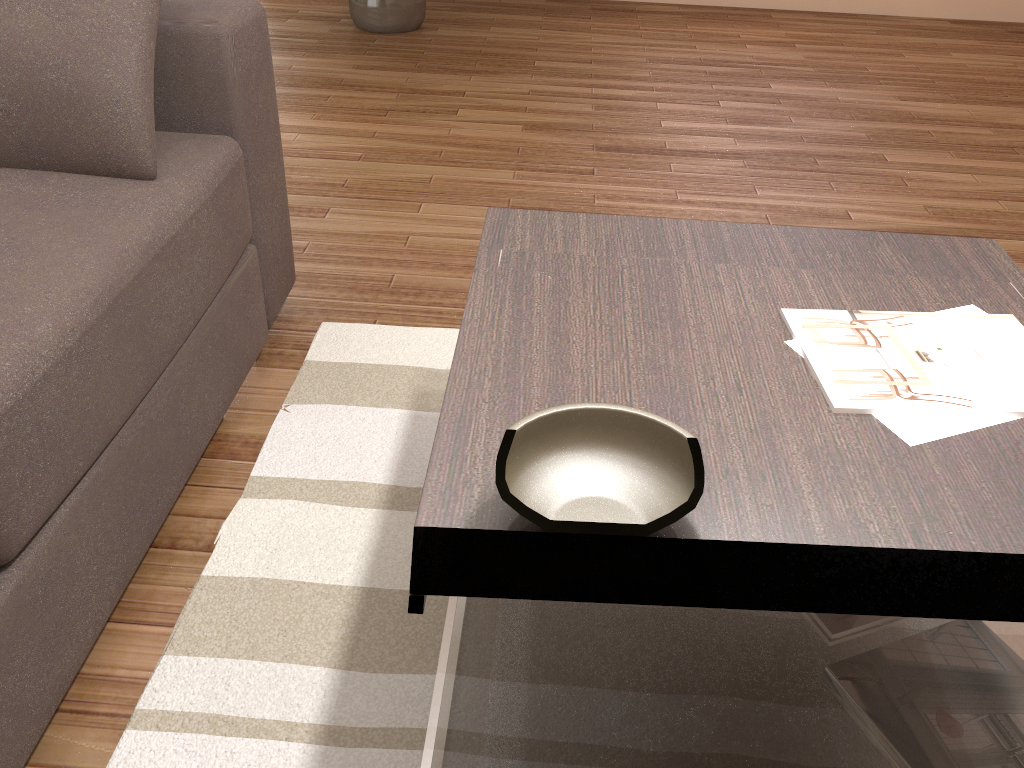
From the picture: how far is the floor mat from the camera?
1.3 meters

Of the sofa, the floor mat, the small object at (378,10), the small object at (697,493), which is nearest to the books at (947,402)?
the small object at (697,493)

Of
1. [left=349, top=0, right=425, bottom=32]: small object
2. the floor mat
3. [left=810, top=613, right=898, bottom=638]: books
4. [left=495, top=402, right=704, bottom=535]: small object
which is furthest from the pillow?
[left=349, top=0, right=425, bottom=32]: small object

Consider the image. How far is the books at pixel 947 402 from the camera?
1.1m

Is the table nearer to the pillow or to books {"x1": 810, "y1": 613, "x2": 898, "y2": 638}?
books {"x1": 810, "y1": 613, "x2": 898, "y2": 638}

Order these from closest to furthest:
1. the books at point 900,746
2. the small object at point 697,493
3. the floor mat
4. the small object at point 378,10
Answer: the small object at point 697,493 → the books at point 900,746 → the floor mat → the small object at point 378,10

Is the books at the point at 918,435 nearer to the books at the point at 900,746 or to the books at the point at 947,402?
the books at the point at 947,402

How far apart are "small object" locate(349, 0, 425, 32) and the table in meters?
3.7 m

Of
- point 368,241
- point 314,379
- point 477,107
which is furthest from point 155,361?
point 477,107

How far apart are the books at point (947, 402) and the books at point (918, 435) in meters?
0.0 m
